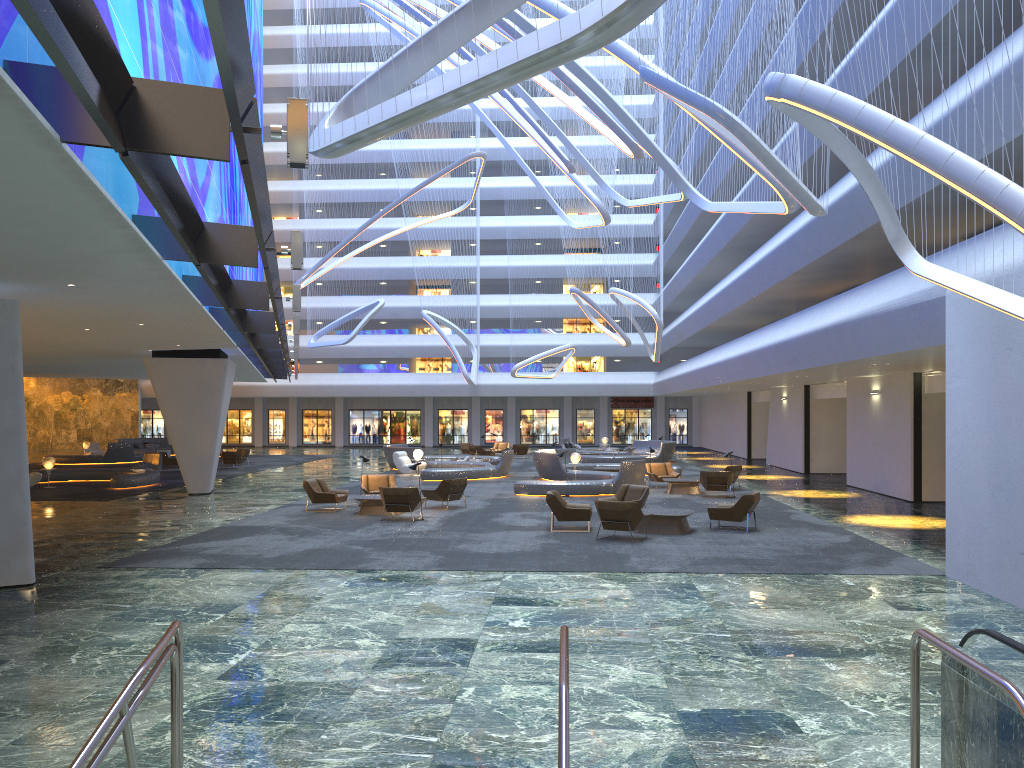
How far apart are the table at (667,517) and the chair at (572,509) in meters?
1.2 m

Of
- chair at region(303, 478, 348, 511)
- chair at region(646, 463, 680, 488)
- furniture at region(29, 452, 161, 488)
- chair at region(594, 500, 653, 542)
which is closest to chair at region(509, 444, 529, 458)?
chair at region(646, 463, 680, 488)

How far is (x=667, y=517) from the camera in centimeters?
1722cm

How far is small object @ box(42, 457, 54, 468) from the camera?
28.21m

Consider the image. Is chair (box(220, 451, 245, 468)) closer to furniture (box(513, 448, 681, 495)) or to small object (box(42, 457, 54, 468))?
small object (box(42, 457, 54, 468))

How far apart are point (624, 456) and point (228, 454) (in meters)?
17.18

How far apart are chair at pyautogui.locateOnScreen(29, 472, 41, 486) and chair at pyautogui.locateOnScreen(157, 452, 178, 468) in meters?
8.4

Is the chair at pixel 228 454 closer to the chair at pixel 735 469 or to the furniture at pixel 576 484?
the furniture at pixel 576 484

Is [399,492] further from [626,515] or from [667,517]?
[667,517]

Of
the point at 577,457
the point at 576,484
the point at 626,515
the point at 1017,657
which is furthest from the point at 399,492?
the point at 1017,657
